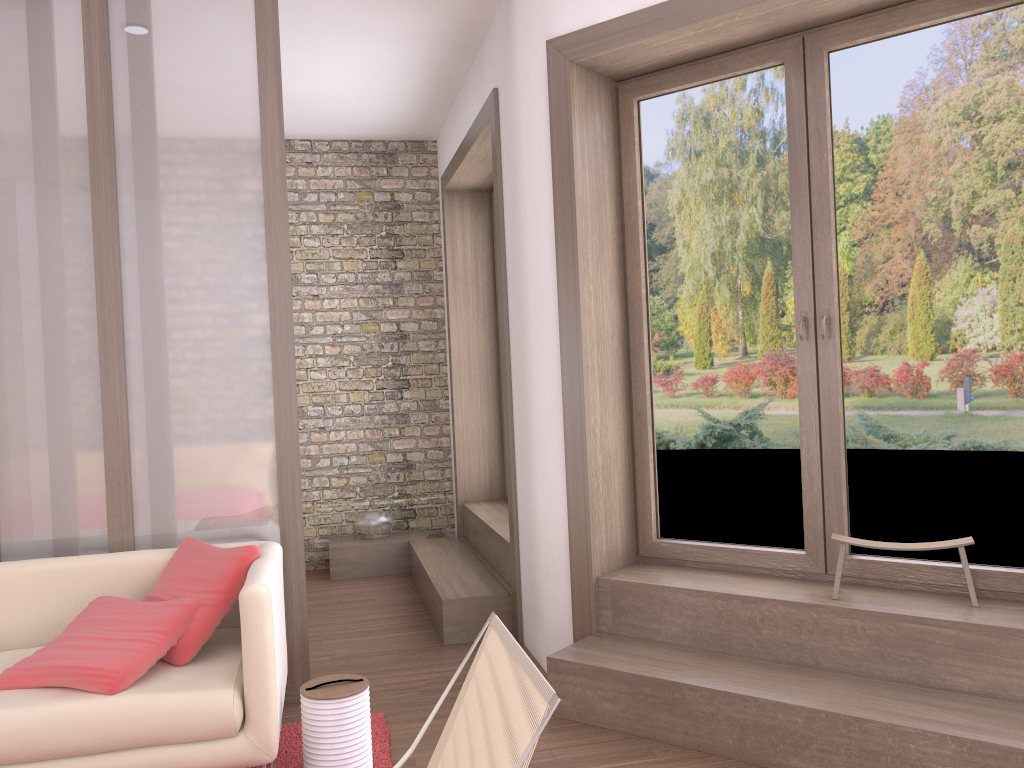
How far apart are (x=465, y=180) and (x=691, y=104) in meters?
2.5 m

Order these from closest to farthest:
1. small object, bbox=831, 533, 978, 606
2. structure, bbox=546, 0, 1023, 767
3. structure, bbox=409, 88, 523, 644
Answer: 1. structure, bbox=546, 0, 1023, 767
2. small object, bbox=831, 533, 978, 606
3. structure, bbox=409, 88, 523, 644

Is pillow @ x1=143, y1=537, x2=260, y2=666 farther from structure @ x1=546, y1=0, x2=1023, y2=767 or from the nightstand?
the nightstand

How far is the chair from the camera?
1.81m

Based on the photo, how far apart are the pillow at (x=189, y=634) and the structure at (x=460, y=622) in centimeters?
153cm

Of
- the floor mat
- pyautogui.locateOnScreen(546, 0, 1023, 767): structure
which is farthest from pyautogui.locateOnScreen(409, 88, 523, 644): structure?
the floor mat

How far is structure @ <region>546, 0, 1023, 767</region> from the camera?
2.9m

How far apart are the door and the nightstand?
2.6m

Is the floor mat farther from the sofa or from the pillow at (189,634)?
the pillow at (189,634)

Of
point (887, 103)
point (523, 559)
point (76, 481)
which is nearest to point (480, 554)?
point (523, 559)
